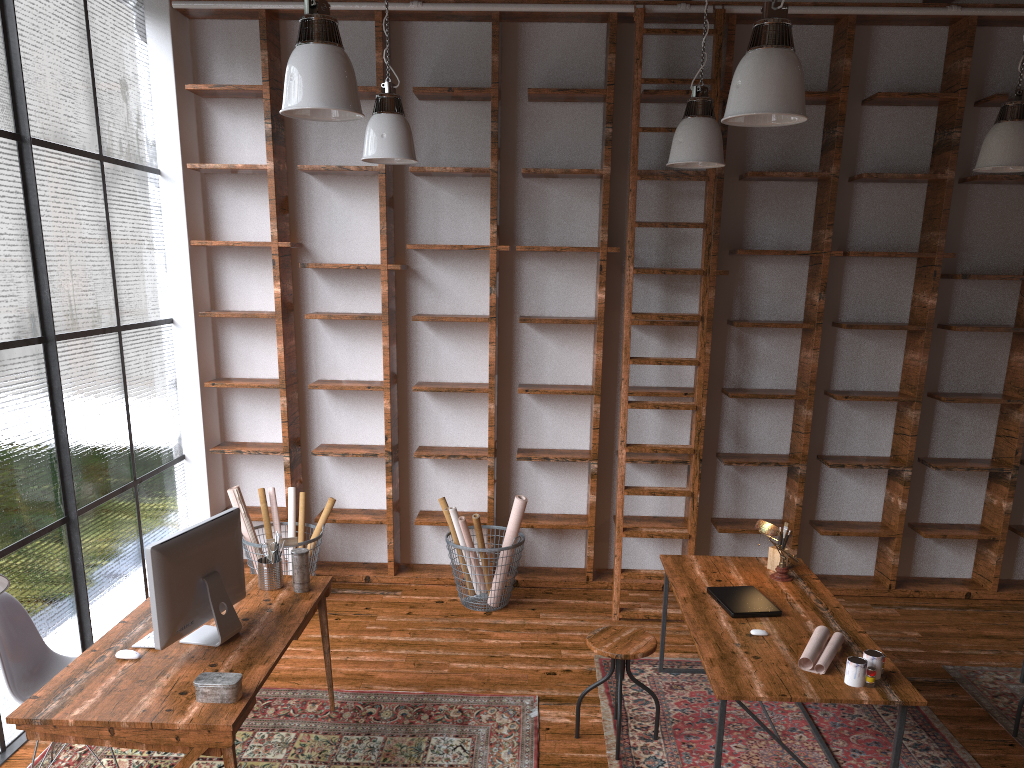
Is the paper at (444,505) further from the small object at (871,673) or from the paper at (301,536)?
the small object at (871,673)

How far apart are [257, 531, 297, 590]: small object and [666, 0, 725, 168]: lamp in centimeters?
262cm

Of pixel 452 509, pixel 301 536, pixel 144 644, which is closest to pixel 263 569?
pixel 144 644

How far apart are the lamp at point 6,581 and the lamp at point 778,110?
2.72m

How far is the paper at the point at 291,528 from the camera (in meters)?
5.56

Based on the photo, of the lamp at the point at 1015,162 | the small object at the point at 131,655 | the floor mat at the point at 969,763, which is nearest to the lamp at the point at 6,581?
the small object at the point at 131,655

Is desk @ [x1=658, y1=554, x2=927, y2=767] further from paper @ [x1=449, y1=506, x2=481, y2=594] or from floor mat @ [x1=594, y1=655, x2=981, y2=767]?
paper @ [x1=449, y1=506, x2=481, y2=594]

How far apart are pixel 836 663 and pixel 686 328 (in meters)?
2.89

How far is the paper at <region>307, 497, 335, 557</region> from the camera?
5.46m

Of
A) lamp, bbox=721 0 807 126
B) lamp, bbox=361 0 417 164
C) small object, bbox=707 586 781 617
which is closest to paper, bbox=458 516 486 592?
small object, bbox=707 586 781 617
